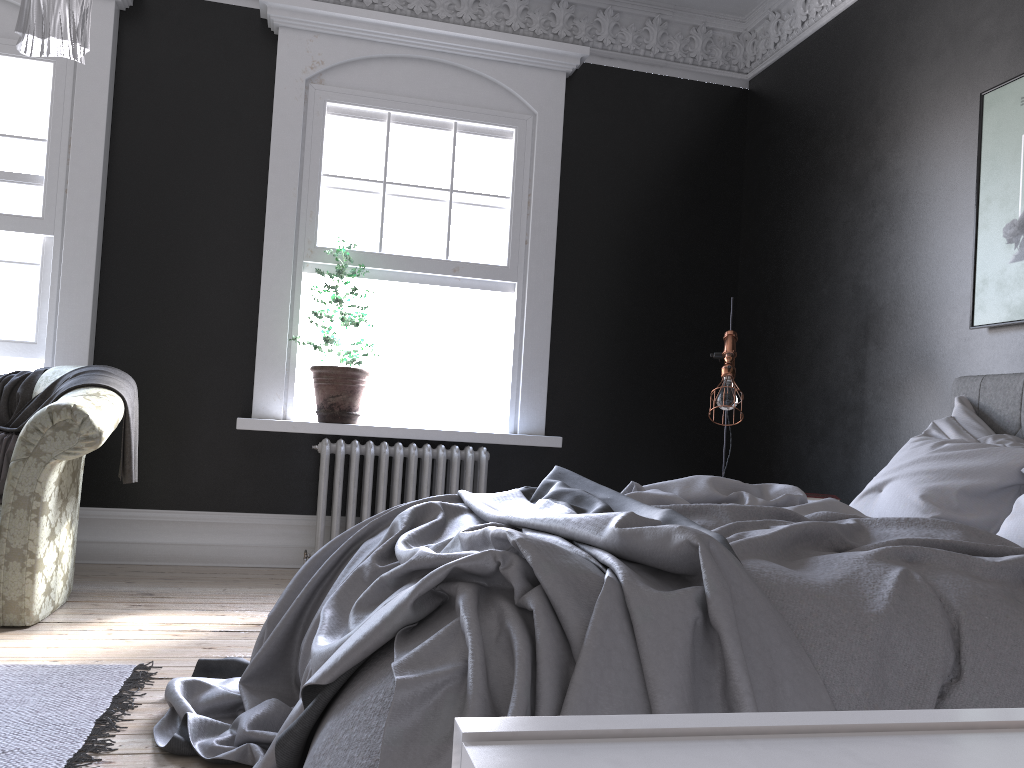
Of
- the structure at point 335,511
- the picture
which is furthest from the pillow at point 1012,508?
the structure at point 335,511

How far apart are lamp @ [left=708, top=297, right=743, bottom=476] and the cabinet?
4.40m

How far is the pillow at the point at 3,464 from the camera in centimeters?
411cm

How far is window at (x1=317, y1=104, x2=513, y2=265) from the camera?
5.58m

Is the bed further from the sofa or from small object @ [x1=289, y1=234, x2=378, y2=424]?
small object @ [x1=289, y1=234, x2=378, y2=424]

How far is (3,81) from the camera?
5.14m

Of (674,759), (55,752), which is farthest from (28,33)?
(674,759)

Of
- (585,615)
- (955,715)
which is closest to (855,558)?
(585,615)

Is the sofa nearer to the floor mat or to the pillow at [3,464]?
the pillow at [3,464]

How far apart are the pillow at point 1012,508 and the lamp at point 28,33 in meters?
3.0
